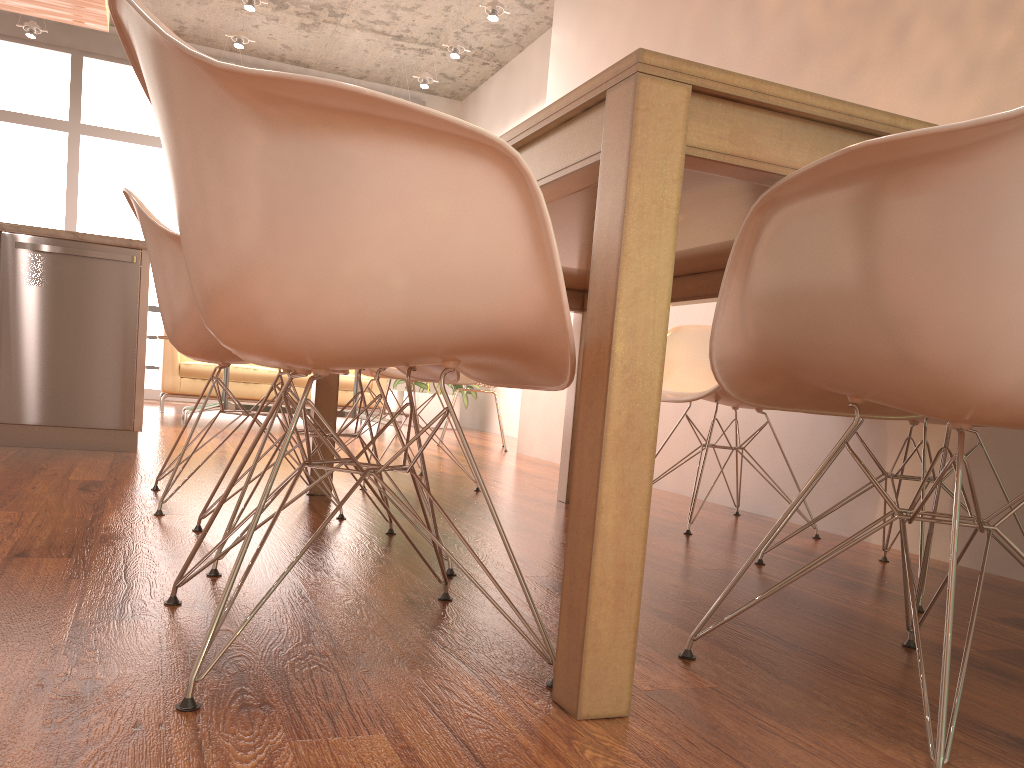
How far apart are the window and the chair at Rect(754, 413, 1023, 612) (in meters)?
7.49

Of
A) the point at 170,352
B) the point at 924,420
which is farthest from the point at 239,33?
the point at 924,420

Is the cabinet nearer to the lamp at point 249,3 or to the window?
the lamp at point 249,3

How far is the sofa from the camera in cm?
687

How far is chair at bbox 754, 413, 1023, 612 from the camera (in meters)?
2.09

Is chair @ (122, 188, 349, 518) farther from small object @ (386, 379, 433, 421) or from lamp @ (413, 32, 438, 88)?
small object @ (386, 379, 433, 421)

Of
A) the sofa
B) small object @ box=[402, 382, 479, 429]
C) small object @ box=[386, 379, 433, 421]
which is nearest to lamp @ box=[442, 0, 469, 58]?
the sofa

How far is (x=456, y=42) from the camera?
7.00m

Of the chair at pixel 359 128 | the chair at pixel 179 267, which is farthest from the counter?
the chair at pixel 359 128

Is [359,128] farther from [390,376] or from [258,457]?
[390,376]
